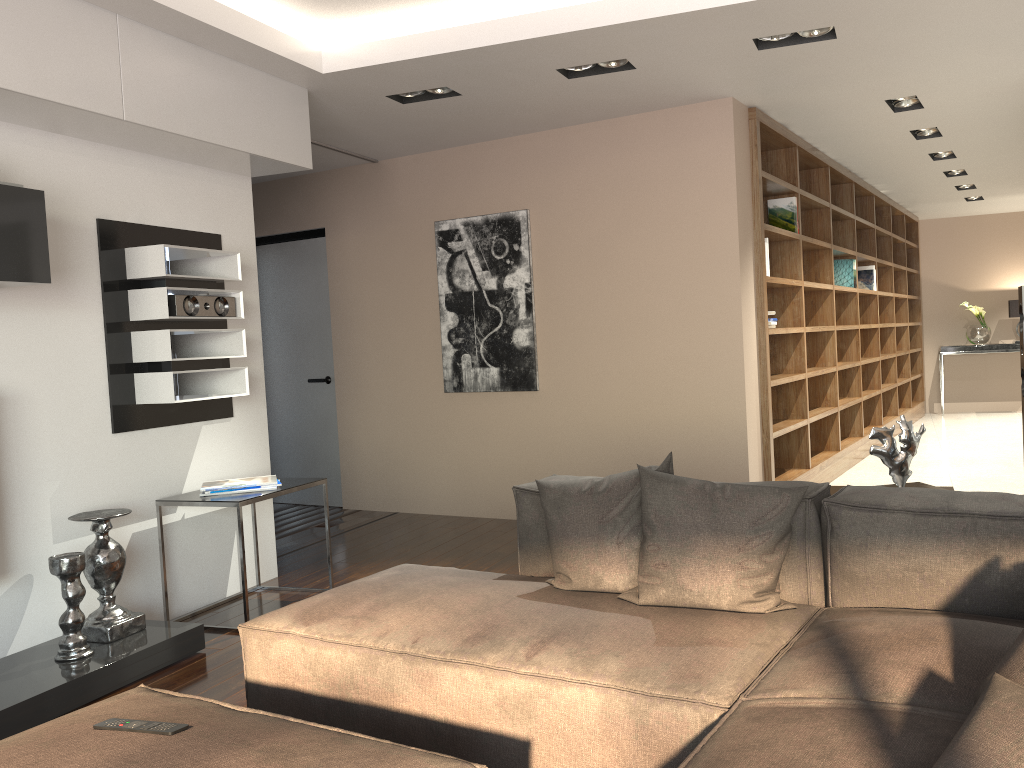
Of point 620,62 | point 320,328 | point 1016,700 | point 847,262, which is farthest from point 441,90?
point 847,262

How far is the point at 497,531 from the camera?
5.6m

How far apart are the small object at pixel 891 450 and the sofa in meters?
0.4 m

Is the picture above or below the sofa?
above

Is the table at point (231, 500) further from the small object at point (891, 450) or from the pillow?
the small object at point (891, 450)

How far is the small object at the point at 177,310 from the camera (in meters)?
3.97

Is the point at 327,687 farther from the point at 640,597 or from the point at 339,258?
the point at 339,258

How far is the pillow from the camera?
1.2m

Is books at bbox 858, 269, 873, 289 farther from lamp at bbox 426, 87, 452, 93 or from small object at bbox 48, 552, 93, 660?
small object at bbox 48, 552, 93, 660

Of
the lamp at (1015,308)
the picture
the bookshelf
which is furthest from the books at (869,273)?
the picture
